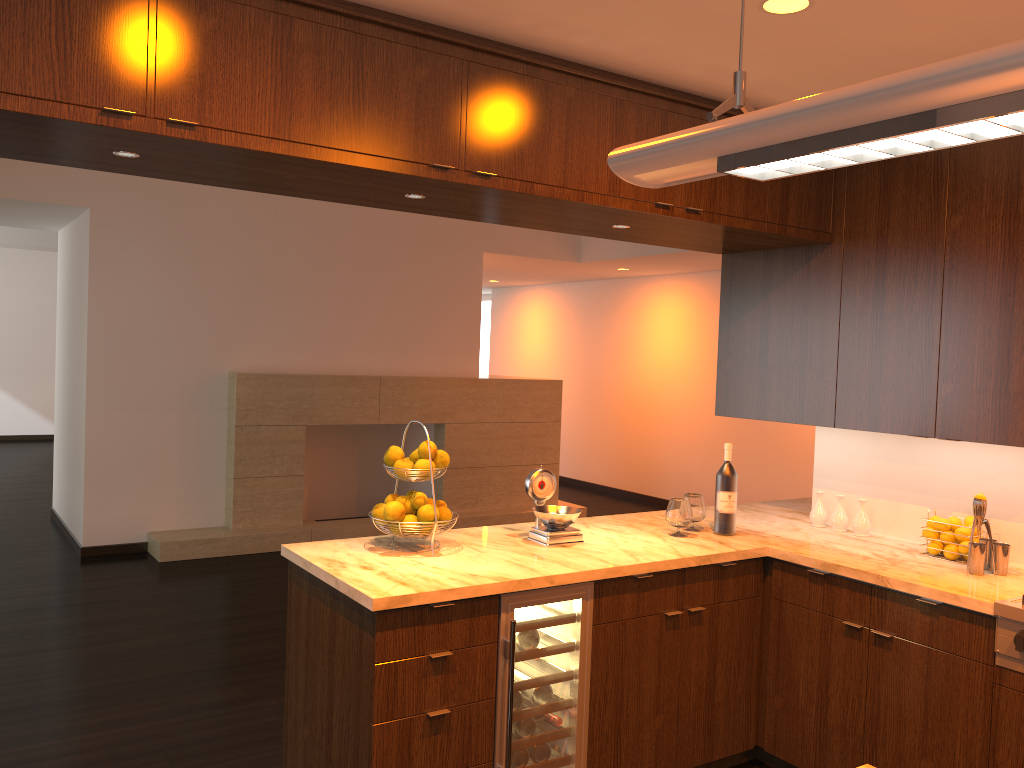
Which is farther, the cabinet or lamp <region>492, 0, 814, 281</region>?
lamp <region>492, 0, 814, 281</region>

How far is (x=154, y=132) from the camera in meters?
2.2 m

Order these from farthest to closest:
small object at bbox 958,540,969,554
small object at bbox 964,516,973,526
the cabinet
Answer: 1. small object at bbox 964,516,973,526
2. small object at bbox 958,540,969,554
3. the cabinet

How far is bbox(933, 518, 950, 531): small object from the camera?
3.3 meters

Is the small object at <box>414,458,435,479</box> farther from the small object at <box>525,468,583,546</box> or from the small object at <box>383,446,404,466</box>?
the small object at <box>525,468,583,546</box>

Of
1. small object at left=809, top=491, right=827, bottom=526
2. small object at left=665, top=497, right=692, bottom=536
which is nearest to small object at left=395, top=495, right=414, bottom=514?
small object at left=665, top=497, right=692, bottom=536

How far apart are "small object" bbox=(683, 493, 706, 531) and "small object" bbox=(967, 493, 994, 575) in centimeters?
102cm

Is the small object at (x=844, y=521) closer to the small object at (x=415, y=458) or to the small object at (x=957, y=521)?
the small object at (x=957, y=521)

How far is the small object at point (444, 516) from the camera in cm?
320

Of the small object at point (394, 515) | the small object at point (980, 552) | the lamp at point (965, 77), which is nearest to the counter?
the small object at point (980, 552)
